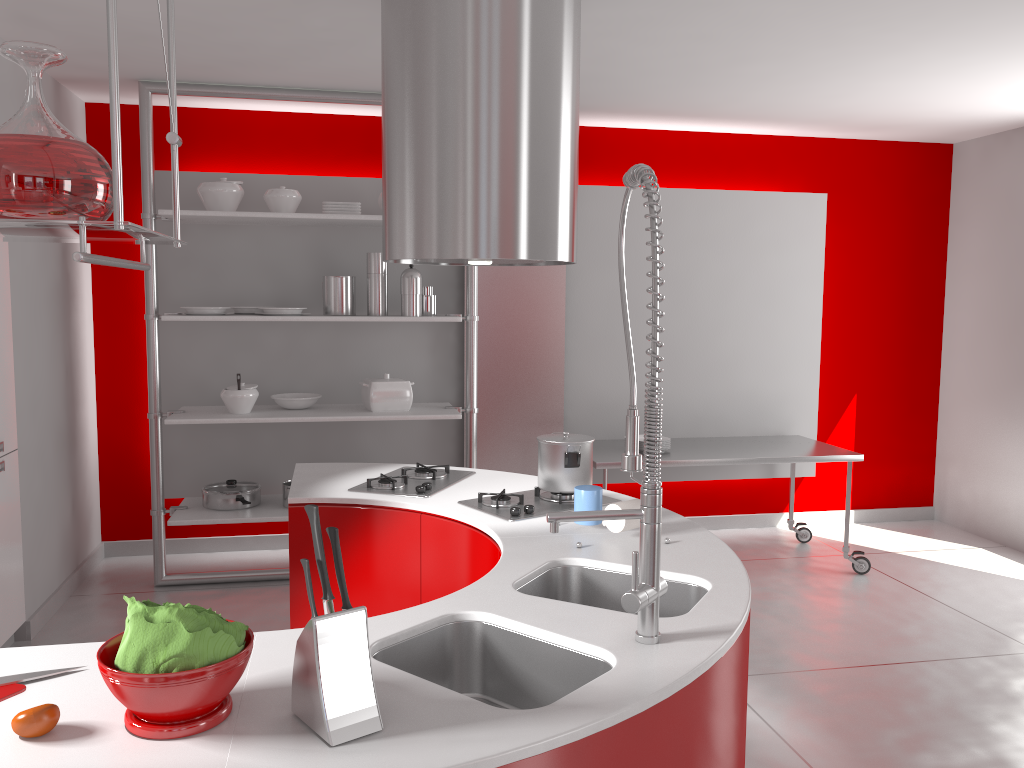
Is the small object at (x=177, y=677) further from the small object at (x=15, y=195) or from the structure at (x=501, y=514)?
the structure at (x=501, y=514)

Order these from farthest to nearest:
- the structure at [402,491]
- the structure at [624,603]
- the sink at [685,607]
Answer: the structure at [402,491] → the sink at [685,607] → the structure at [624,603]

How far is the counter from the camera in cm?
129

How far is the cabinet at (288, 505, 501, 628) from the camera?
2.7 meters

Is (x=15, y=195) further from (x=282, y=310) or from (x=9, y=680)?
(x=282, y=310)

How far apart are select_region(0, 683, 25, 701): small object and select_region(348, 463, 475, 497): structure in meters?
1.5

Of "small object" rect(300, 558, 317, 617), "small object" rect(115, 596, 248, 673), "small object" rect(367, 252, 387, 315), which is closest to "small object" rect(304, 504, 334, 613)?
"small object" rect(300, 558, 317, 617)

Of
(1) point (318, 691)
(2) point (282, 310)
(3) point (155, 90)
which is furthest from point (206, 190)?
(1) point (318, 691)

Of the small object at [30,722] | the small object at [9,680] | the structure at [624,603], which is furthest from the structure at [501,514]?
the small object at [30,722]

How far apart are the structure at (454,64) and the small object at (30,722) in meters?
1.7
